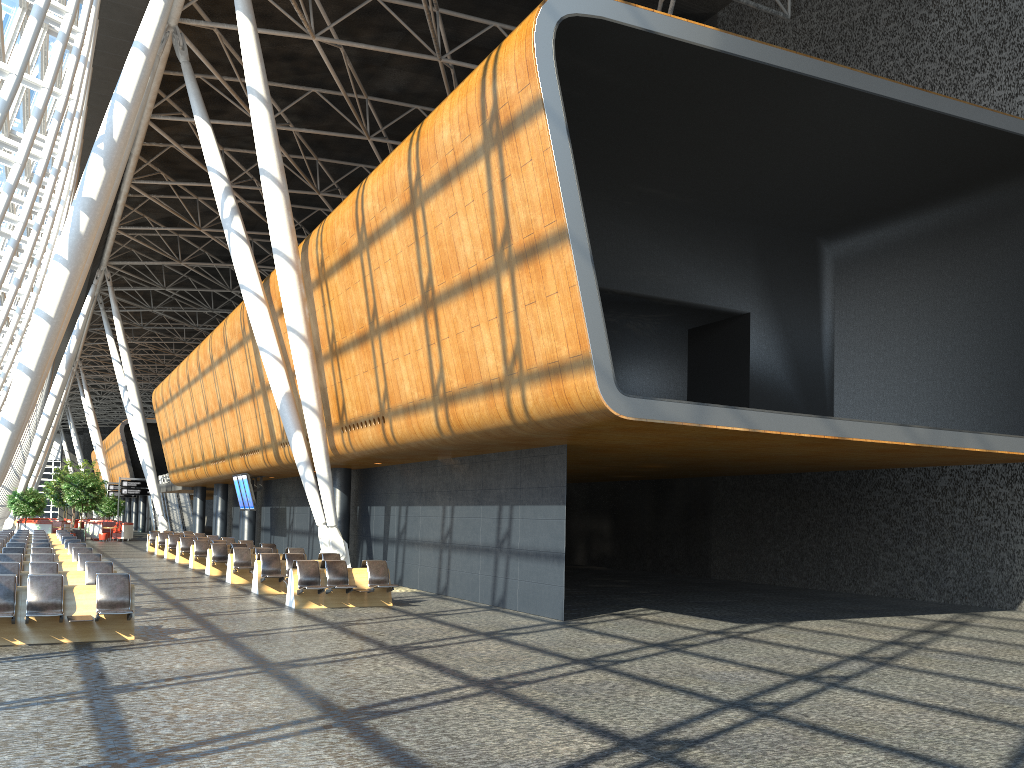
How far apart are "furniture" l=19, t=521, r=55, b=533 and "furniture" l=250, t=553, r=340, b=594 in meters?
32.7

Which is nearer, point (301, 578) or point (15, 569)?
point (15, 569)

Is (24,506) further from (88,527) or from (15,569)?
(15,569)

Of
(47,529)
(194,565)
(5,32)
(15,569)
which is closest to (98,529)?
(47,529)

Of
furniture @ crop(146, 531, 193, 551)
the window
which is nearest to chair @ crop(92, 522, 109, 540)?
furniture @ crop(146, 531, 193, 551)

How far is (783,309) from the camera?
21.08m

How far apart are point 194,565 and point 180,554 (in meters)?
2.94

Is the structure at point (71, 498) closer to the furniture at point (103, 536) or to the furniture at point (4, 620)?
the furniture at point (103, 536)

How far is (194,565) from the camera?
26.4m

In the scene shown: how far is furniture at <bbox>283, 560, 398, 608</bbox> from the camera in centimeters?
1596cm
